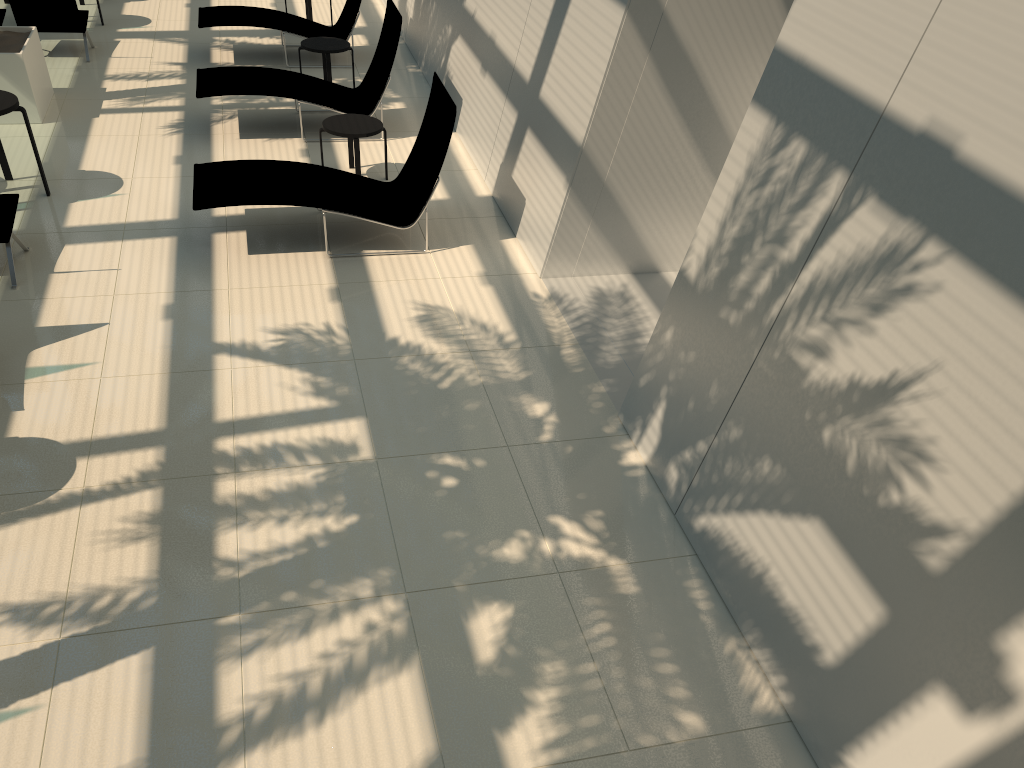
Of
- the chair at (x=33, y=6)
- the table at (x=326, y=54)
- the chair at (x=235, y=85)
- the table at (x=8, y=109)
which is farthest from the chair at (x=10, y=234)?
the chair at (x=33, y=6)

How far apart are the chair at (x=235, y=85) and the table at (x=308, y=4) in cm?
313

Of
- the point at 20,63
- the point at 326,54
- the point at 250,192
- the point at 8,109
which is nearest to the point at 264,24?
the point at 326,54

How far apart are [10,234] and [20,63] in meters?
3.4

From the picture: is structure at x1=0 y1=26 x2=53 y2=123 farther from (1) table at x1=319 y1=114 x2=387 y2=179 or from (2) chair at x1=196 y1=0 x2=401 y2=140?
(1) table at x1=319 y1=114 x2=387 y2=179

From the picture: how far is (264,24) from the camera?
11.3 meters

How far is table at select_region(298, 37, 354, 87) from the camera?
10.43m

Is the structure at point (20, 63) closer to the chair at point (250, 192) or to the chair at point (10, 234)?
the chair at point (10, 234)

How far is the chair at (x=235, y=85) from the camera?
9.32m

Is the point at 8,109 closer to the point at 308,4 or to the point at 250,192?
the point at 250,192
